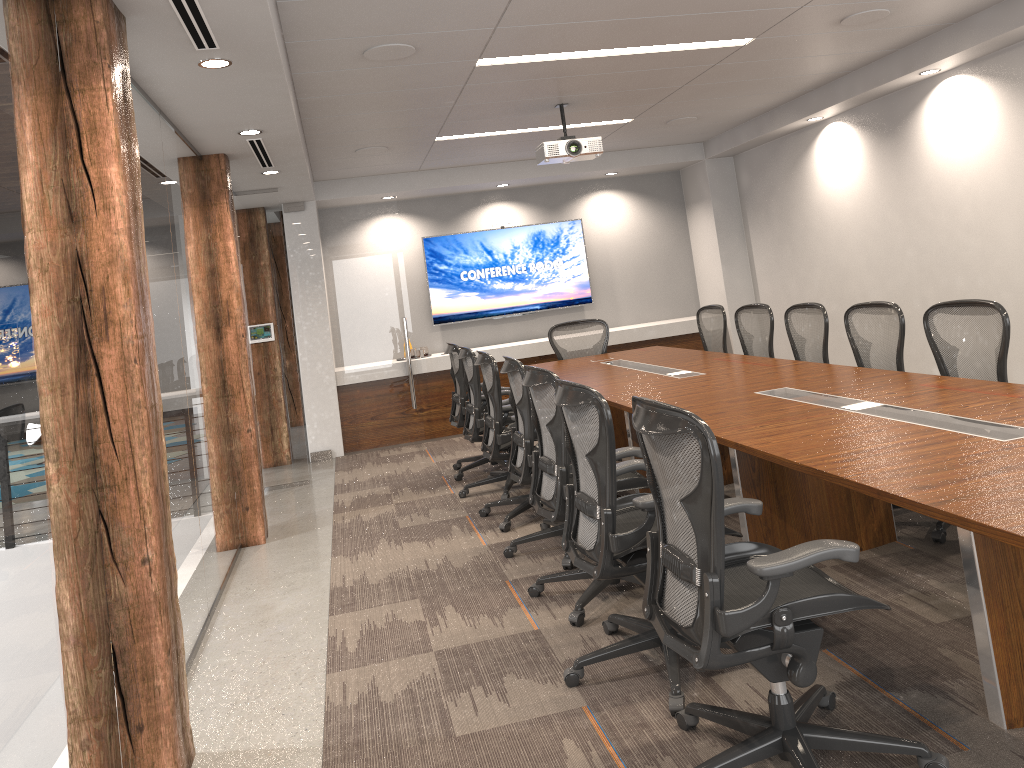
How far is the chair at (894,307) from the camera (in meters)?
5.10

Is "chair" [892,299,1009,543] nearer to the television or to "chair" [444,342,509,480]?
"chair" [444,342,509,480]

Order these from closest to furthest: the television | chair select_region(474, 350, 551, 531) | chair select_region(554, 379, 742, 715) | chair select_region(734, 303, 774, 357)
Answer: chair select_region(554, 379, 742, 715) < chair select_region(474, 350, 551, 531) < chair select_region(734, 303, 774, 357) < the television

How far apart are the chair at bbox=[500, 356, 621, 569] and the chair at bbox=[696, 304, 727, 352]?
2.9m

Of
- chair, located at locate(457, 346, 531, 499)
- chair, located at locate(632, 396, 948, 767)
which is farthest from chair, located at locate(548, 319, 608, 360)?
chair, located at locate(632, 396, 948, 767)

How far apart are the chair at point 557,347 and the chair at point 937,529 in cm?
370

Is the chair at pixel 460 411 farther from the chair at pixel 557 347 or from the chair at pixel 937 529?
the chair at pixel 937 529

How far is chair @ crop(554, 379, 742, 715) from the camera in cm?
311

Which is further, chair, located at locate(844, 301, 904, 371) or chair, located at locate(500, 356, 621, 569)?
chair, located at locate(844, 301, 904, 371)

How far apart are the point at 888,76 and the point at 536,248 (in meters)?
4.49
